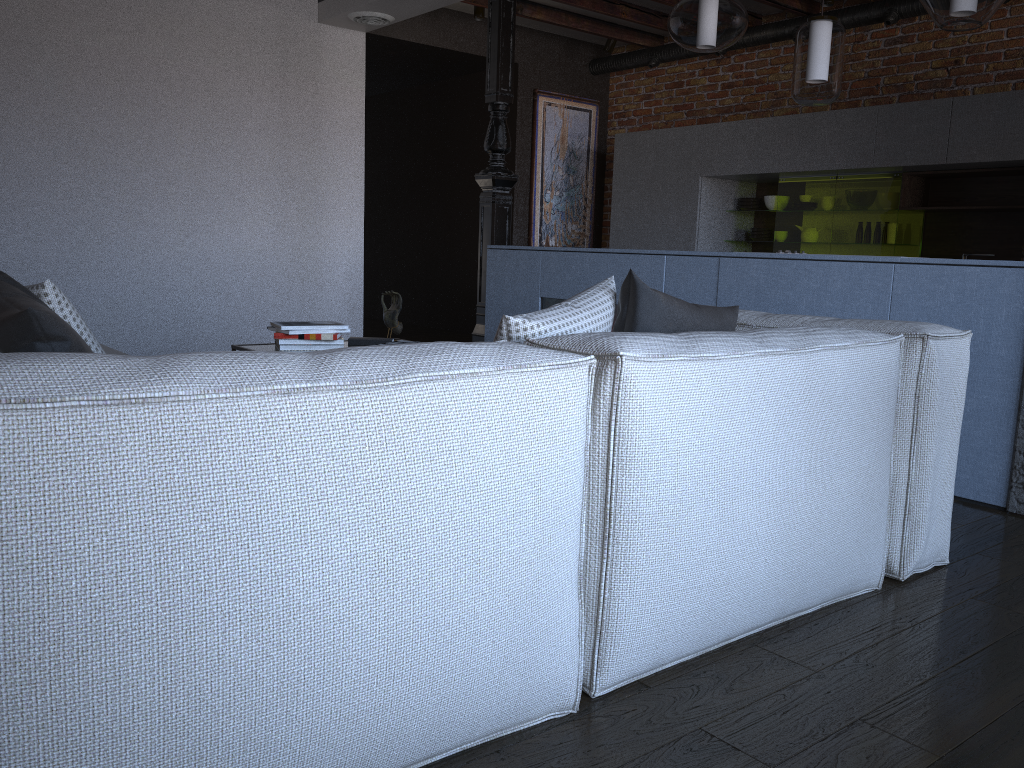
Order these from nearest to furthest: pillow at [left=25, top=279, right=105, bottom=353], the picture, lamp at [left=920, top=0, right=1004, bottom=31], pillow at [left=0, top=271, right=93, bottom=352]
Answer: pillow at [left=0, top=271, right=93, bottom=352] < pillow at [left=25, top=279, right=105, bottom=353] < lamp at [left=920, top=0, right=1004, bottom=31] < the picture

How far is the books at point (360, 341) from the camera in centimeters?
365cm

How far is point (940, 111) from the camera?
5.3 meters

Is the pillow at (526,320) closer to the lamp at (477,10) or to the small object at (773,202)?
the small object at (773,202)

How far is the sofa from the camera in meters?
1.0 m

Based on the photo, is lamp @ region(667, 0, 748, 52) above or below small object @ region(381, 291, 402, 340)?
above

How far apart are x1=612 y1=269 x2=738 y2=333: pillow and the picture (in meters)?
5.82

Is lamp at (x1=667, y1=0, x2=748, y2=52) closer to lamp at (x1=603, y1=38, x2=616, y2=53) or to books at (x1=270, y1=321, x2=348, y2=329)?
books at (x1=270, y1=321, x2=348, y2=329)

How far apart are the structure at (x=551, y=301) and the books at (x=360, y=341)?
1.4m

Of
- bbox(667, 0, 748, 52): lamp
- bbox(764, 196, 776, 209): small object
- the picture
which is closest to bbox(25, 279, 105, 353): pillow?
bbox(667, 0, 748, 52): lamp
